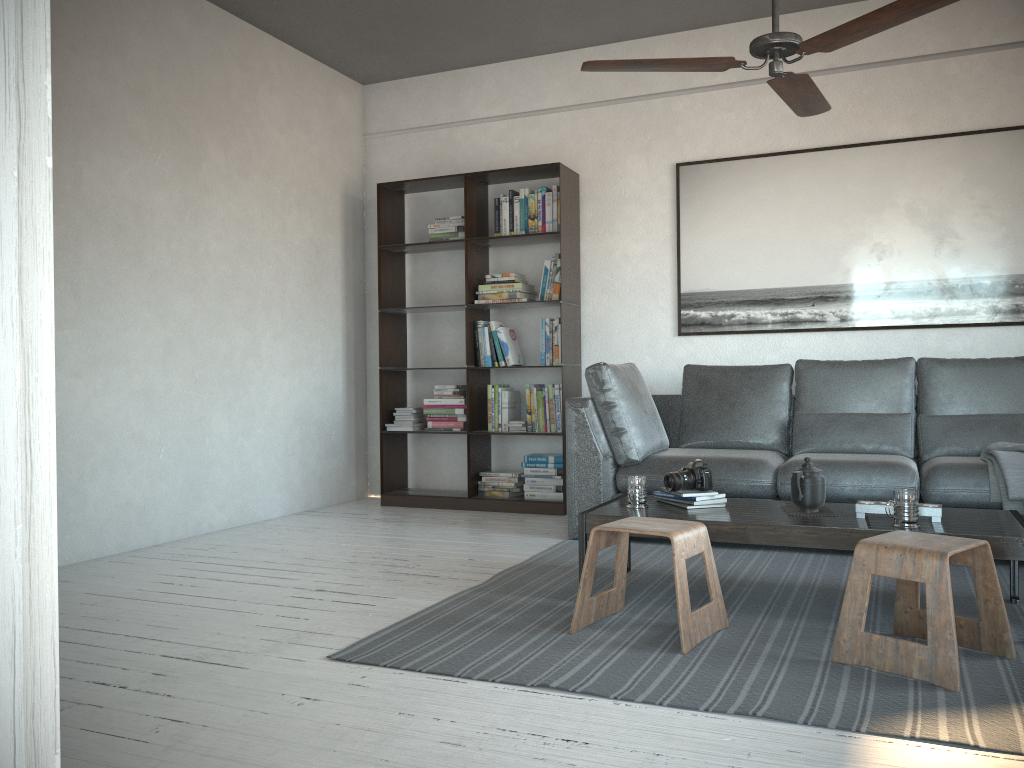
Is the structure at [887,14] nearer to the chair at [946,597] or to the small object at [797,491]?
the small object at [797,491]

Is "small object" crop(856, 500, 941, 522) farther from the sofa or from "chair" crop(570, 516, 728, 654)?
the sofa

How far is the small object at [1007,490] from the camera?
3.59m

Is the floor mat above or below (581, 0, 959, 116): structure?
below

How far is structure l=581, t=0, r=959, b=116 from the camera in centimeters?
264cm

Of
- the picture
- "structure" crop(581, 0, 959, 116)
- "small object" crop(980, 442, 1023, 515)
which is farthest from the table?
the picture

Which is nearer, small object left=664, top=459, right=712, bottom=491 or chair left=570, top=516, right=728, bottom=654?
chair left=570, top=516, right=728, bottom=654

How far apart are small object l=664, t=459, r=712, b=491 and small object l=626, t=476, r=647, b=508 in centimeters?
11cm

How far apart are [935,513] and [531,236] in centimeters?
308cm

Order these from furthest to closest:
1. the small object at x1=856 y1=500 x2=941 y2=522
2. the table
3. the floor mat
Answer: the small object at x1=856 y1=500 x2=941 y2=522
the table
the floor mat
